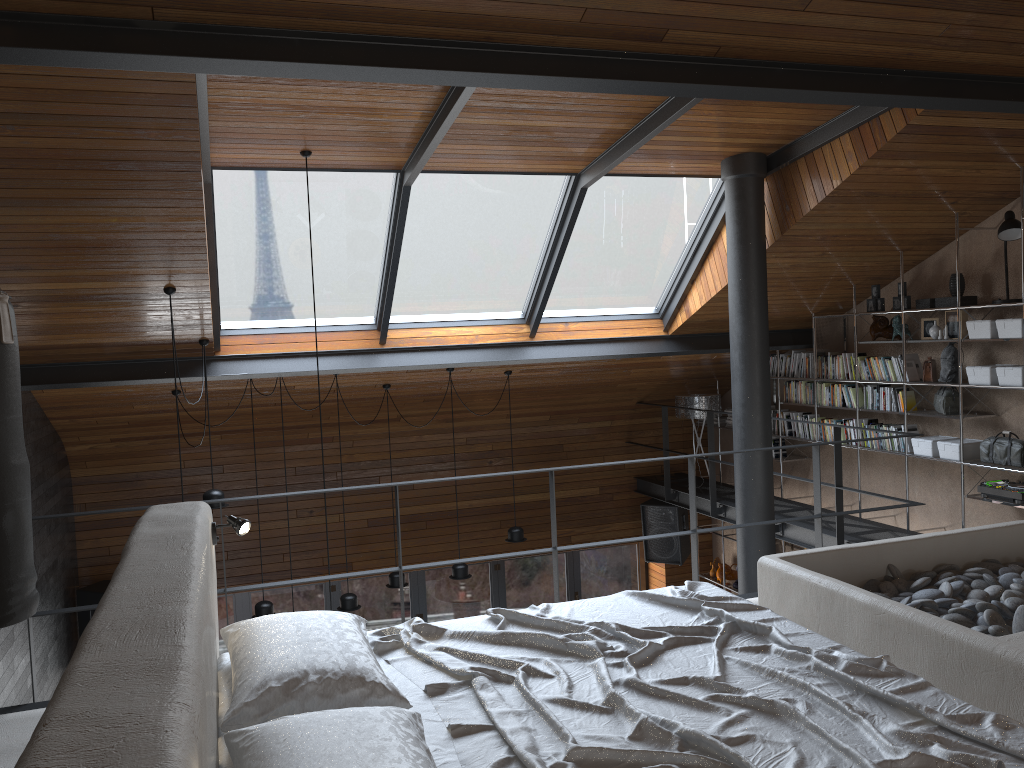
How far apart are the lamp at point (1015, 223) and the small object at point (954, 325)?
0.63m

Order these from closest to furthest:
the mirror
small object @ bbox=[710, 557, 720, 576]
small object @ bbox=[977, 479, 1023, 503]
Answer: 1. small object @ bbox=[977, 479, 1023, 503]
2. the mirror
3. small object @ bbox=[710, 557, 720, 576]

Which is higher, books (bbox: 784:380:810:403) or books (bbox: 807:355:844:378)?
books (bbox: 807:355:844:378)

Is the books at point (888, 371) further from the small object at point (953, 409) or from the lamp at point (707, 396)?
the lamp at point (707, 396)

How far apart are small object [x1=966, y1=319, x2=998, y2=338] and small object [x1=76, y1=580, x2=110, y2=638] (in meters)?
7.62

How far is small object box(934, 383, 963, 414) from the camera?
6.8m

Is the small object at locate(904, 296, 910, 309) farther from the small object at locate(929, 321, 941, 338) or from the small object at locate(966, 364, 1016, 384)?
the small object at locate(966, 364, 1016, 384)

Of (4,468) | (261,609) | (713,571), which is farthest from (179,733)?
(713,571)

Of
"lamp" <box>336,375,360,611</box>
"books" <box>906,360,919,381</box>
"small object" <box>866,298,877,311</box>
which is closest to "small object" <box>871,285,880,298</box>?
"small object" <box>866,298,877,311</box>

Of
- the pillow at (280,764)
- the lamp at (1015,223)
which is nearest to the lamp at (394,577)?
the lamp at (1015,223)
